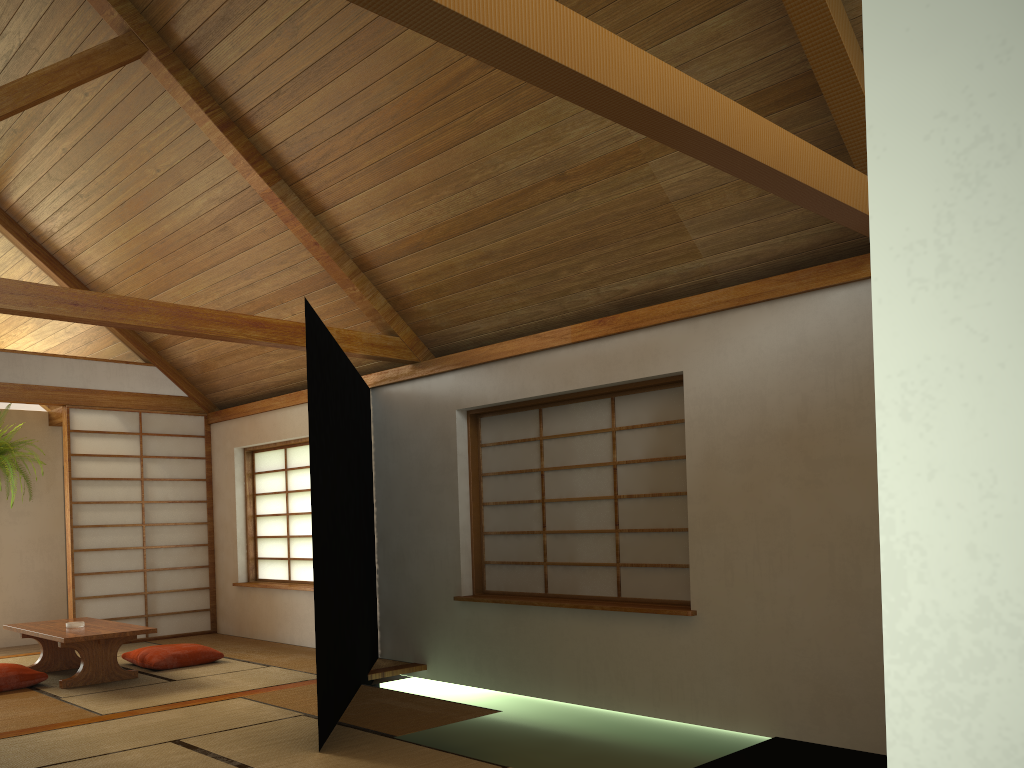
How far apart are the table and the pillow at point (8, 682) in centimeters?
18cm

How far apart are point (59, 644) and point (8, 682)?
0.3 meters

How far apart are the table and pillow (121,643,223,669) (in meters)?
0.22

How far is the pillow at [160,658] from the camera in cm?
581

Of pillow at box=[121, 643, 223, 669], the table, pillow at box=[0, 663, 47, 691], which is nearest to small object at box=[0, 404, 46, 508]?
the table

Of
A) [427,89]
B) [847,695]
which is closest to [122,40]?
[427,89]

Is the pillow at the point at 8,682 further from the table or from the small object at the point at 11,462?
the small object at the point at 11,462

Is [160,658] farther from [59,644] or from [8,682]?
[8,682]

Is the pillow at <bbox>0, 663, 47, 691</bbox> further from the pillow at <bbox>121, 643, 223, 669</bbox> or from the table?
the pillow at <bbox>121, 643, 223, 669</bbox>

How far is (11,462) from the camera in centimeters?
751cm
